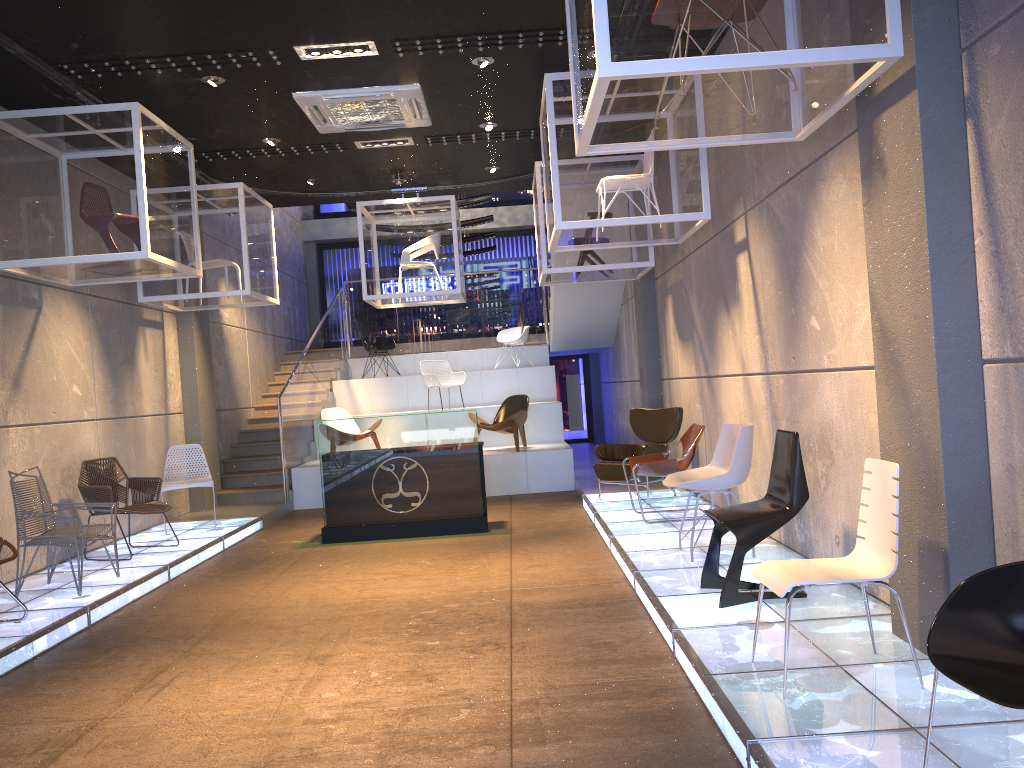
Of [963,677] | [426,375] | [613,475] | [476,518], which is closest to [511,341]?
[426,375]

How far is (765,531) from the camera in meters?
4.8 m

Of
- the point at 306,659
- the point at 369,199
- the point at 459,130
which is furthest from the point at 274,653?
the point at 369,199

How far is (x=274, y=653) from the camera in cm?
498

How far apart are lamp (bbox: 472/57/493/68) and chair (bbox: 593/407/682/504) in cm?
398

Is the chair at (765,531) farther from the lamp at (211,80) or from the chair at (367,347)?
the chair at (367,347)

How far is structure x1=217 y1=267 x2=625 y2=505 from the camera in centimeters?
1190cm

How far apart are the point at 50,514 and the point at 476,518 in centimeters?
381cm

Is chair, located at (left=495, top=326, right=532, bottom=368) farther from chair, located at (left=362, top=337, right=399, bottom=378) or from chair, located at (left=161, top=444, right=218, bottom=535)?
chair, located at (left=161, top=444, right=218, bottom=535)

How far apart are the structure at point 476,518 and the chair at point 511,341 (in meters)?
6.66
